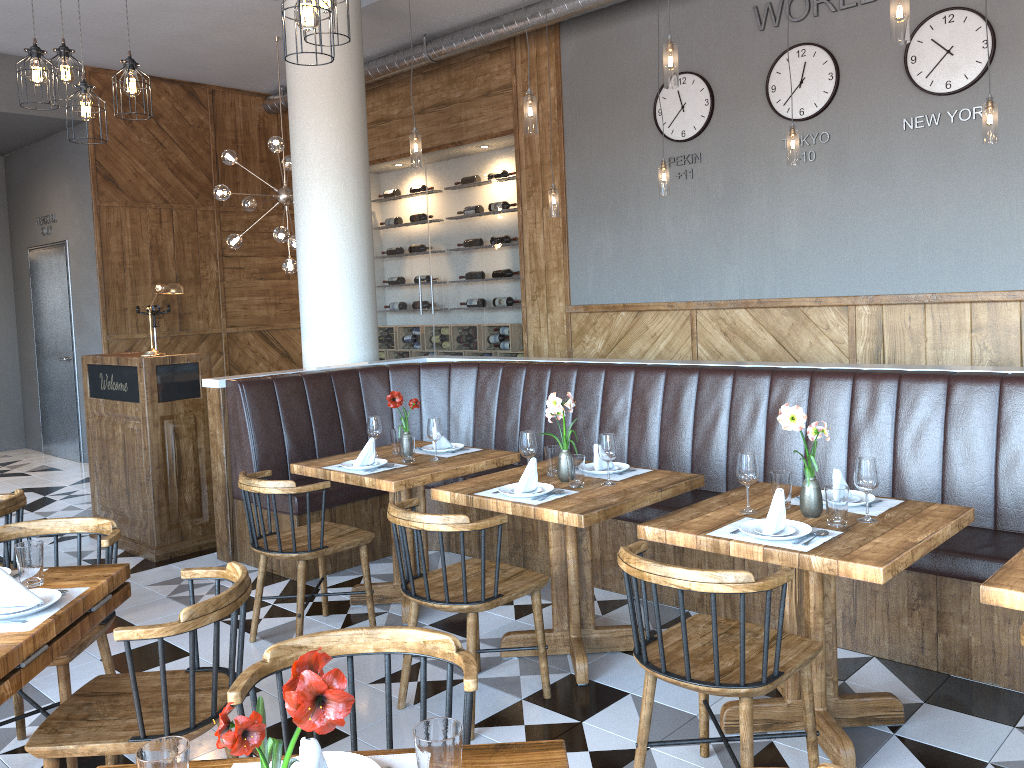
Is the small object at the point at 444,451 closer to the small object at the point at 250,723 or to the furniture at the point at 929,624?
the furniture at the point at 929,624

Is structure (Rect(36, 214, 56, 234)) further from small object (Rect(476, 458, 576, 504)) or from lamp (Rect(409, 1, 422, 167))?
small object (Rect(476, 458, 576, 504))

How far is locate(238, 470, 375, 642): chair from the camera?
4.0m

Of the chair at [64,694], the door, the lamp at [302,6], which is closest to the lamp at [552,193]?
the lamp at [302,6]

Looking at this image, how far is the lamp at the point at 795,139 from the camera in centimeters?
561cm

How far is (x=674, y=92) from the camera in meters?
7.2 m

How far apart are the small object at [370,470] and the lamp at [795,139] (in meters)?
3.23

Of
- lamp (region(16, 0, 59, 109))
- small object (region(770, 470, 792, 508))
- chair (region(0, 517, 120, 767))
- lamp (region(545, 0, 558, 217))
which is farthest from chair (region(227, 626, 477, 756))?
lamp (region(545, 0, 558, 217))

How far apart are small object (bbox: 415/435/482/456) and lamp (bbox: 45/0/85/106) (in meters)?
2.62

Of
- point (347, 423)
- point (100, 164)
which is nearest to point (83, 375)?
point (347, 423)
